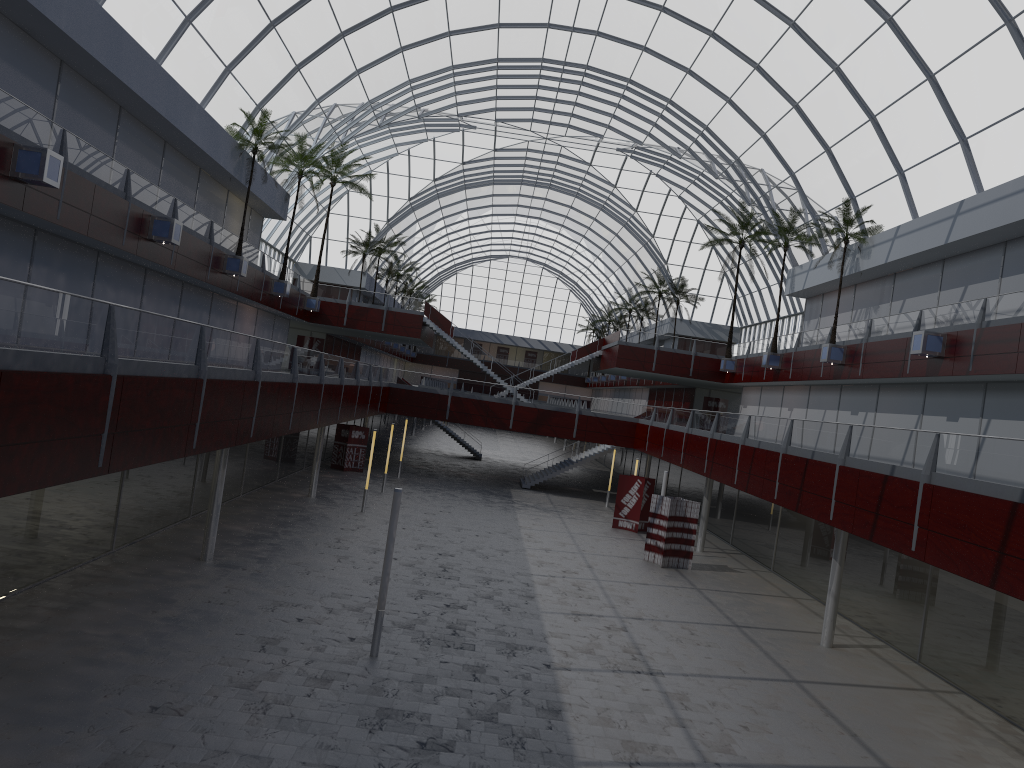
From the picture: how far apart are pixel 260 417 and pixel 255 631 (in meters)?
7.49

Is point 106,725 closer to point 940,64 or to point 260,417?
point 260,417
